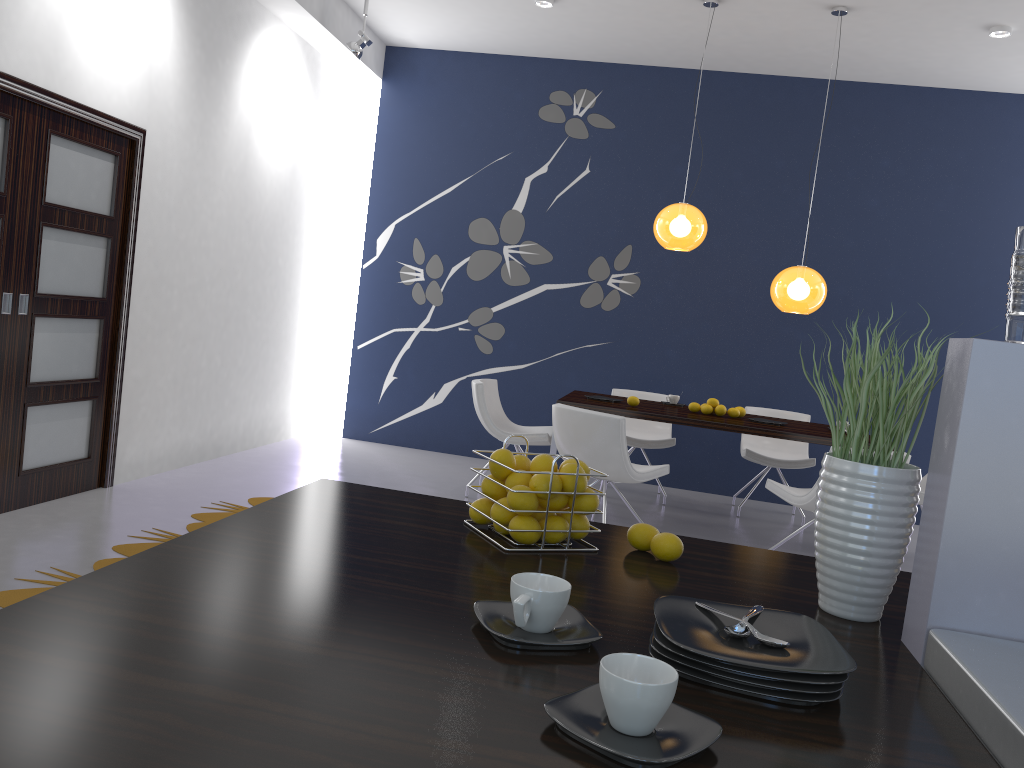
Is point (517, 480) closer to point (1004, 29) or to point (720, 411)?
point (720, 411)

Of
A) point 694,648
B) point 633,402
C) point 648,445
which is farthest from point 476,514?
point 648,445

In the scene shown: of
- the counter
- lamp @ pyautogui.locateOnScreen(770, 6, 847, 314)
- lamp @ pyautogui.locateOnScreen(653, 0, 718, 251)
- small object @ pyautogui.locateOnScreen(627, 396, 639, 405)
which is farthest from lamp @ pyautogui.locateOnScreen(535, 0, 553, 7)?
the counter

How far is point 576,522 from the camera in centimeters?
161cm

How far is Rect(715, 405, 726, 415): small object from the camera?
5.9m

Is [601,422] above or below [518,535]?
below

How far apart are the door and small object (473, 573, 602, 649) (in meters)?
3.86

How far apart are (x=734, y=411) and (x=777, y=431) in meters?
0.6 m

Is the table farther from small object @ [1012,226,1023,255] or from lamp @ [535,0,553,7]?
small object @ [1012,226,1023,255]

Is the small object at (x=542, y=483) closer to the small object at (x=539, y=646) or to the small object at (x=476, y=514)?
the small object at (x=476, y=514)
